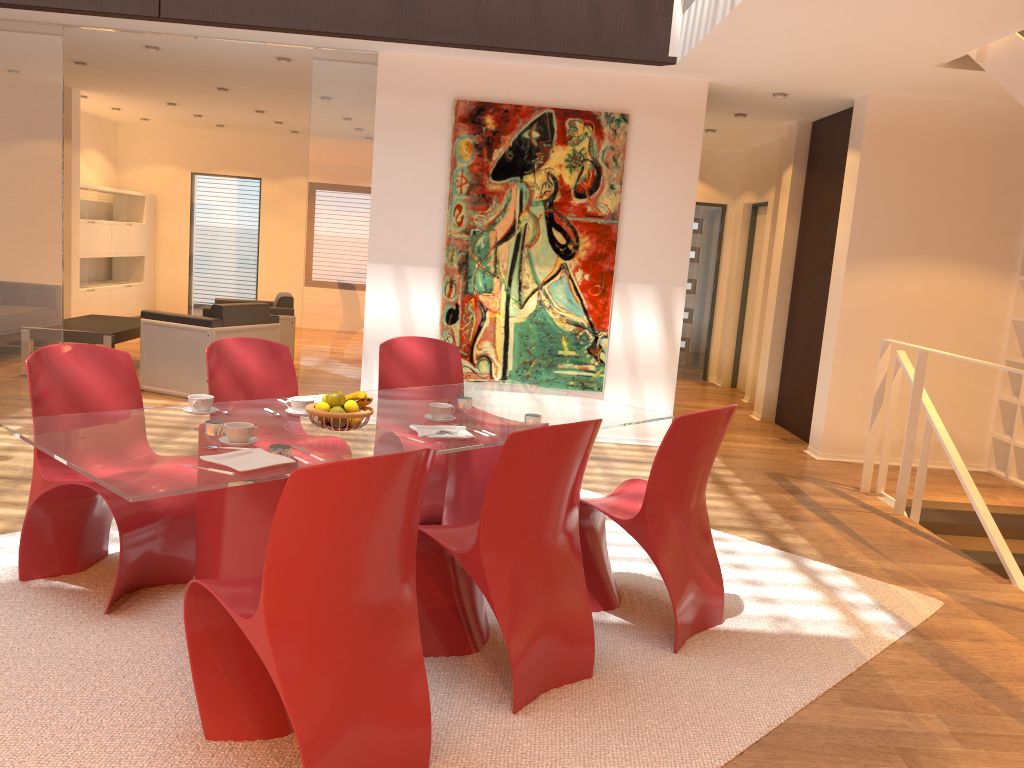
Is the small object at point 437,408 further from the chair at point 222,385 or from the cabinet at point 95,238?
the cabinet at point 95,238

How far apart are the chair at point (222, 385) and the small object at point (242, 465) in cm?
127

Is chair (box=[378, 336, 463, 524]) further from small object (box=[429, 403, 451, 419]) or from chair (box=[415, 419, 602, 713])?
chair (box=[415, 419, 602, 713])

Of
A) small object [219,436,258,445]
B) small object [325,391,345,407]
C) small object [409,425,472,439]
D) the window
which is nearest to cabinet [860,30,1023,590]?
small object [409,425,472,439]

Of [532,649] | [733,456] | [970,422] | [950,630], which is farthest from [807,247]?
[532,649]

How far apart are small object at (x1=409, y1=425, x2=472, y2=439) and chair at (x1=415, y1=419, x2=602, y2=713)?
0.31m

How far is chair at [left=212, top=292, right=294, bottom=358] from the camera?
8.4 meters

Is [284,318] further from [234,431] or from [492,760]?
[492,760]

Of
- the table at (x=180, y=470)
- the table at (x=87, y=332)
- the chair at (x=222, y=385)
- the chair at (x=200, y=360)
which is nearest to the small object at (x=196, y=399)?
the table at (x=180, y=470)

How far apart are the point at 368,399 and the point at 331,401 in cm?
13
